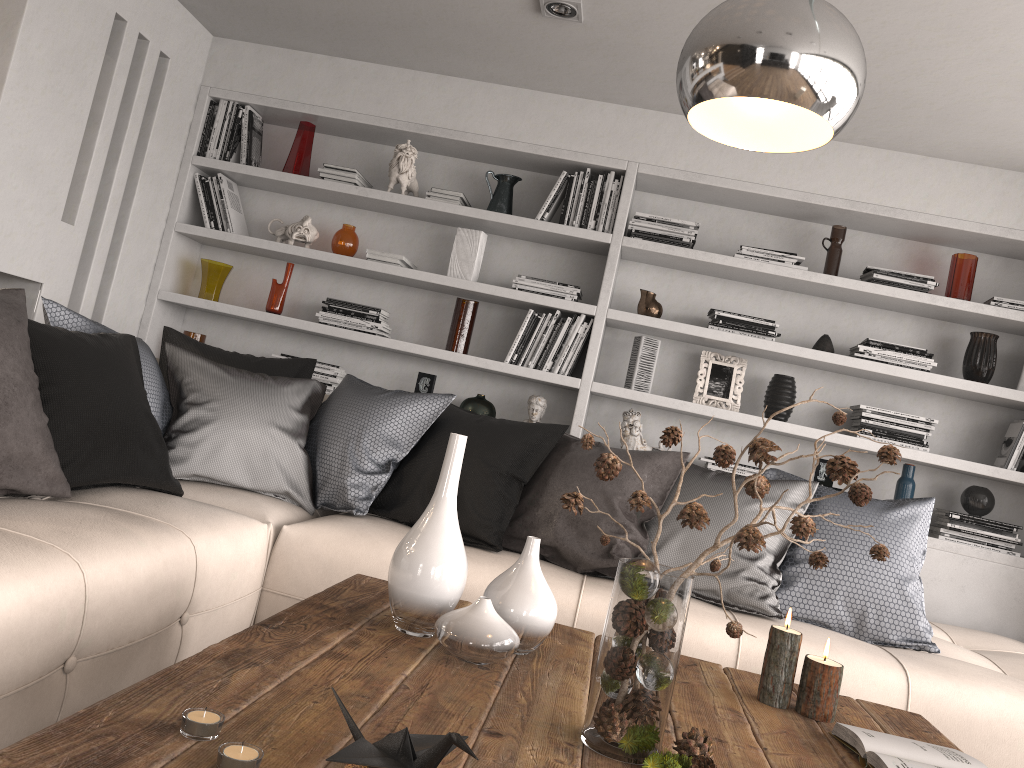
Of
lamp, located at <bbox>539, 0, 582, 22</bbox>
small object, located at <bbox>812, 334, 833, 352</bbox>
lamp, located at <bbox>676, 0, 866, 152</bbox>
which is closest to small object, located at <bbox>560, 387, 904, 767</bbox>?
lamp, located at <bbox>676, 0, 866, 152</bbox>

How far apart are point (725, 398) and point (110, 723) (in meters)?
3.37

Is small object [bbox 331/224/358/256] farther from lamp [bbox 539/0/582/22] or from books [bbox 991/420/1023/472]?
books [bbox 991/420/1023/472]

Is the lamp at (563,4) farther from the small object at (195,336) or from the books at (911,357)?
the small object at (195,336)

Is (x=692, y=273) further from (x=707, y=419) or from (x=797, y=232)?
(x=707, y=419)

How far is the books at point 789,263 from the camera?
3.95m

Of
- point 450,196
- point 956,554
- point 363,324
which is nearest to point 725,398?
point 956,554

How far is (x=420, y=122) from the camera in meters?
4.2

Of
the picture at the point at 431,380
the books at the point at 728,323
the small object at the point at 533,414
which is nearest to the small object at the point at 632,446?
the small object at the point at 533,414

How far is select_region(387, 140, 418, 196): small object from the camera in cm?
419
